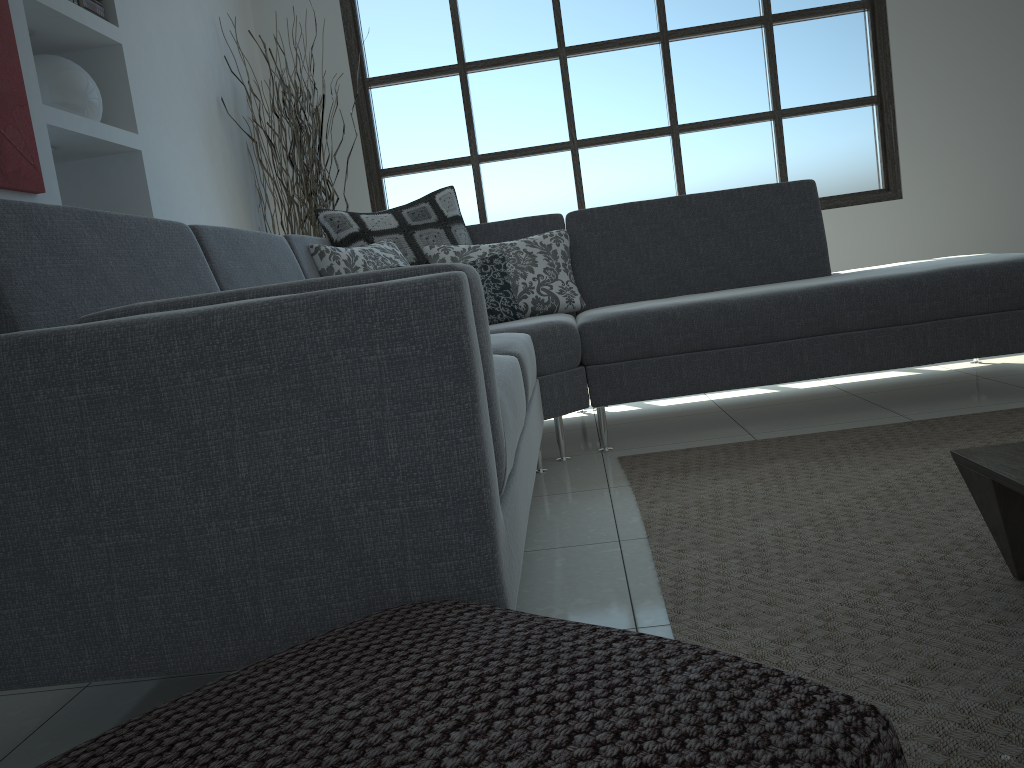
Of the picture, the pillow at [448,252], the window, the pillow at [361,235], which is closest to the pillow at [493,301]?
the pillow at [448,252]

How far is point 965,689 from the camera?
1.2m

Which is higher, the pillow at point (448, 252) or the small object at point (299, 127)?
the small object at point (299, 127)

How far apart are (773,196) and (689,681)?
3.13m

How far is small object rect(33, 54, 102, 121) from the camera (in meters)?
3.18

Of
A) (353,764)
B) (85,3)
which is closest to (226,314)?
(353,764)

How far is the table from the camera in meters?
1.4

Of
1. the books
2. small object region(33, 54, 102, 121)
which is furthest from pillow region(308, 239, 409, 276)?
the books

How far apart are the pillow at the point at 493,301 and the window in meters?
2.0

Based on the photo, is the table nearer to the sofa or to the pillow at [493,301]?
the sofa
